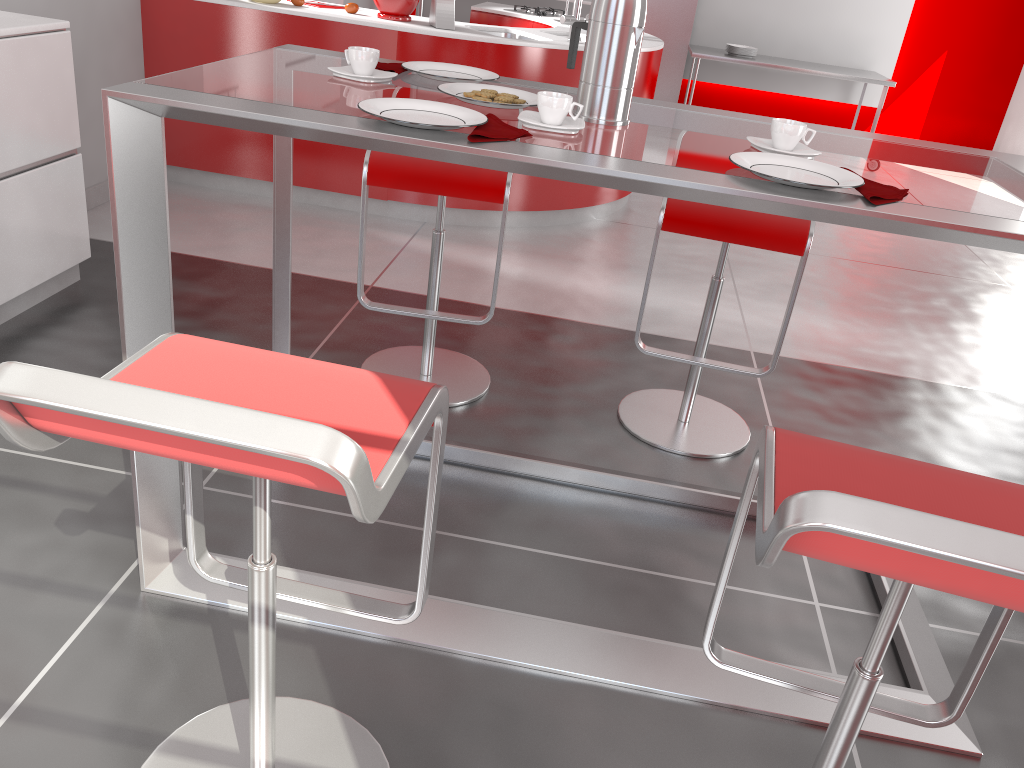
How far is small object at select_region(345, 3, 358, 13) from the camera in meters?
4.1 m

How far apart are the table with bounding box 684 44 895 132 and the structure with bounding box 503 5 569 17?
1.60m

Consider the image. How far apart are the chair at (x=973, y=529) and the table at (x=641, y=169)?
0.3 meters

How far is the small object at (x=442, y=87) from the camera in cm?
172

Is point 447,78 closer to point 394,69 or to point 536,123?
point 394,69

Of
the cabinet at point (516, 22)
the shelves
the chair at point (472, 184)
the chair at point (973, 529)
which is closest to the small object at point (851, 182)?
the chair at point (973, 529)

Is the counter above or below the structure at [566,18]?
below

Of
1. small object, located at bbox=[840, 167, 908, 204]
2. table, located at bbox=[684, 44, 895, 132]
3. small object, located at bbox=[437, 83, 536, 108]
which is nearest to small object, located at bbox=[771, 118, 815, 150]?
small object, located at bbox=[840, 167, 908, 204]

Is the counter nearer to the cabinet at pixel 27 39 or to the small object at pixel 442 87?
the cabinet at pixel 27 39

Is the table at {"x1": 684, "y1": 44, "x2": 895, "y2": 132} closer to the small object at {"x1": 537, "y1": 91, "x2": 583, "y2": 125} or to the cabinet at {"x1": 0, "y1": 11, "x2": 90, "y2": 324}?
the cabinet at {"x1": 0, "y1": 11, "x2": 90, "y2": 324}
